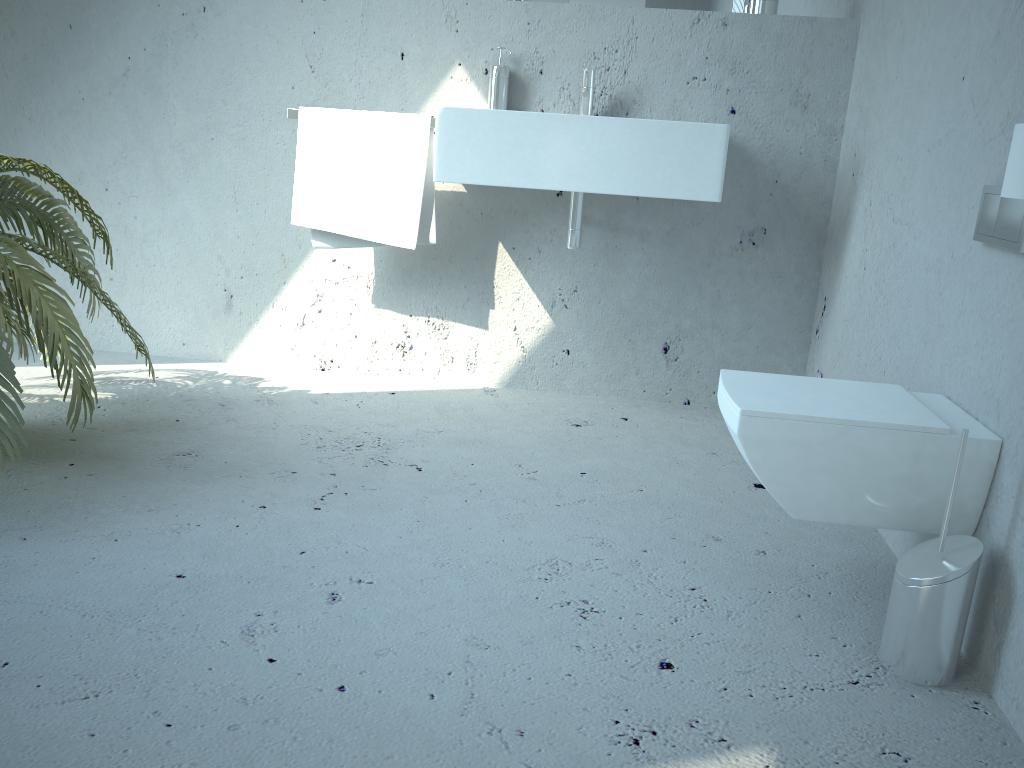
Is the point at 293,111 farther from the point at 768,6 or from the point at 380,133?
the point at 768,6

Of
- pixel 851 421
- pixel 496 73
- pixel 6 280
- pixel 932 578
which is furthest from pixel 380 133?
pixel 932 578

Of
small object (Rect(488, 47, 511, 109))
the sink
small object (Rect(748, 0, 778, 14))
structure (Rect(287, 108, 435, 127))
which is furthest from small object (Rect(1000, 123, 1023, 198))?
structure (Rect(287, 108, 435, 127))

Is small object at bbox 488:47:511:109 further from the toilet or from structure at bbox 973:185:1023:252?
structure at bbox 973:185:1023:252

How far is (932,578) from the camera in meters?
1.4 m

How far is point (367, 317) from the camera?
3.02m

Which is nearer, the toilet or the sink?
the toilet

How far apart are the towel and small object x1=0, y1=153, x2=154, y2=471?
0.6m

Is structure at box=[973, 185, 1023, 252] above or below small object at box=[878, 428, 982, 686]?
above

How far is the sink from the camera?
2.38m
